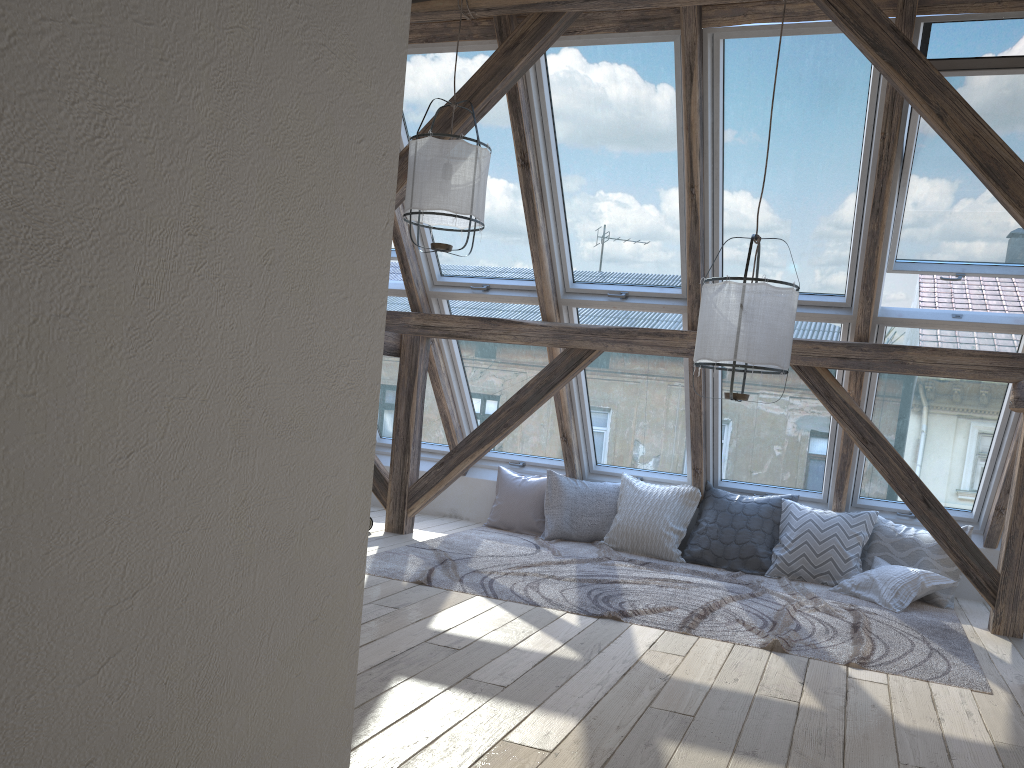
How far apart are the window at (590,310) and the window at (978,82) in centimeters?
109cm

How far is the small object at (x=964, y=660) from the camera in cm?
393

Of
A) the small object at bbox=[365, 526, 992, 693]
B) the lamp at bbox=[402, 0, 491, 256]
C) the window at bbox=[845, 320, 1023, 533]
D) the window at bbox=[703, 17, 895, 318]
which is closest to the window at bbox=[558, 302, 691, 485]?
the window at bbox=[703, 17, 895, 318]

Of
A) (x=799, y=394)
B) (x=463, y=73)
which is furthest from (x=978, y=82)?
(x=463, y=73)

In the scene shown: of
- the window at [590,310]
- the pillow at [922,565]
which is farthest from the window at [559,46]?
the pillow at [922,565]

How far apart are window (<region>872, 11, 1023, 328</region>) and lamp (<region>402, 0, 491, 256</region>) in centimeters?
199cm

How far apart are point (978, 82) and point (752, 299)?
1.5 meters

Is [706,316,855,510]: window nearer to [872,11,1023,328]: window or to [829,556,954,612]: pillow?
[872,11,1023,328]: window

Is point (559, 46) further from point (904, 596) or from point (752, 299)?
point (904, 596)

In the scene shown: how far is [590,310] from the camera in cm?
570
